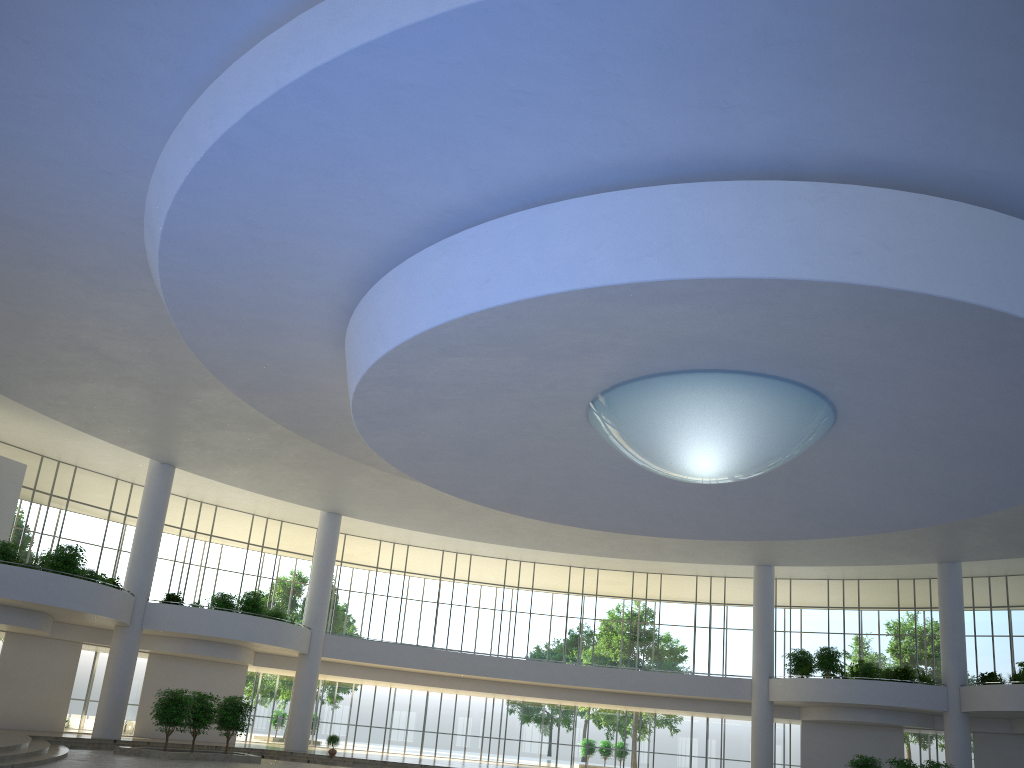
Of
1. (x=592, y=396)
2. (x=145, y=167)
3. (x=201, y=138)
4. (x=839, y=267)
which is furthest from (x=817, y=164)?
(x=145, y=167)
